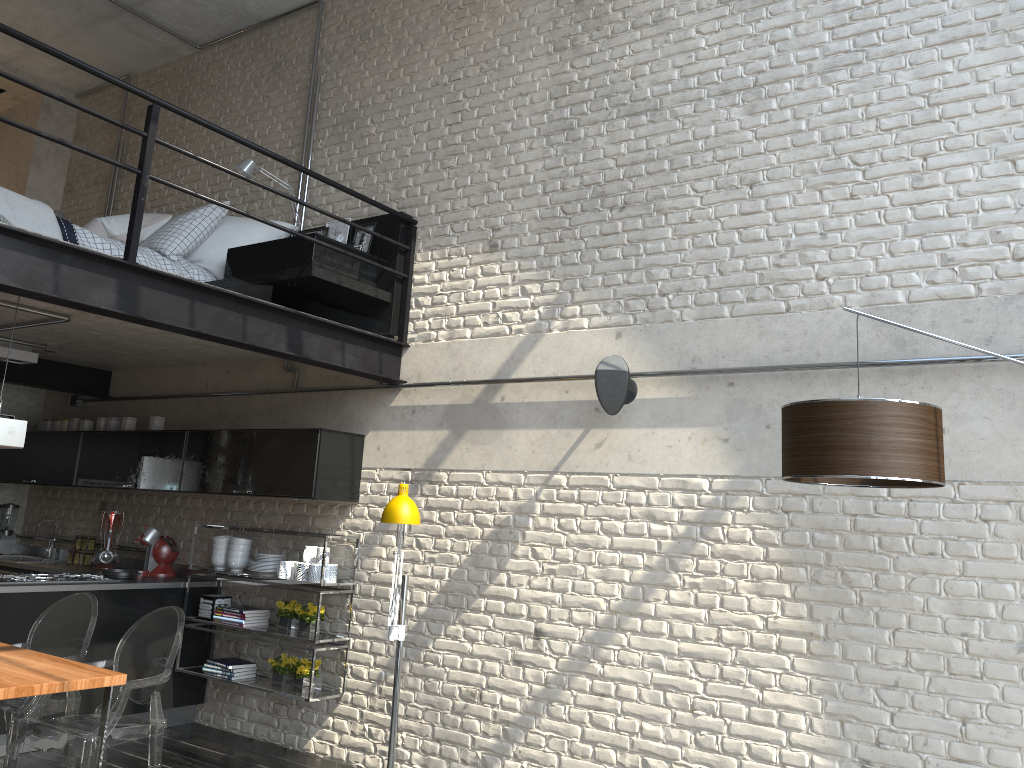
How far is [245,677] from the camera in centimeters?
569cm

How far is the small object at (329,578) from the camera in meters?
5.4

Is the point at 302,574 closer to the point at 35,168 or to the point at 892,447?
the point at 892,447

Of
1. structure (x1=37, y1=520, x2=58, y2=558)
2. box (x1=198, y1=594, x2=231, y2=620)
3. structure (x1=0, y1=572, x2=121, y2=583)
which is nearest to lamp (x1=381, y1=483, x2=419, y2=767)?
box (x1=198, y1=594, x2=231, y2=620)

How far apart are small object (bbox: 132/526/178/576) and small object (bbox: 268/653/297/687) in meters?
1.3 m

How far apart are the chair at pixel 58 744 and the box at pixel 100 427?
2.88m

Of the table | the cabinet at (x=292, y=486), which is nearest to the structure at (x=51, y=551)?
the cabinet at (x=292, y=486)

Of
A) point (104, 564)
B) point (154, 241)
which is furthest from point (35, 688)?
point (104, 564)

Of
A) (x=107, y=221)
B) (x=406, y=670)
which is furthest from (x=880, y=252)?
(x=107, y=221)

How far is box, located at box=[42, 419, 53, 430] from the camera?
7.2 meters
